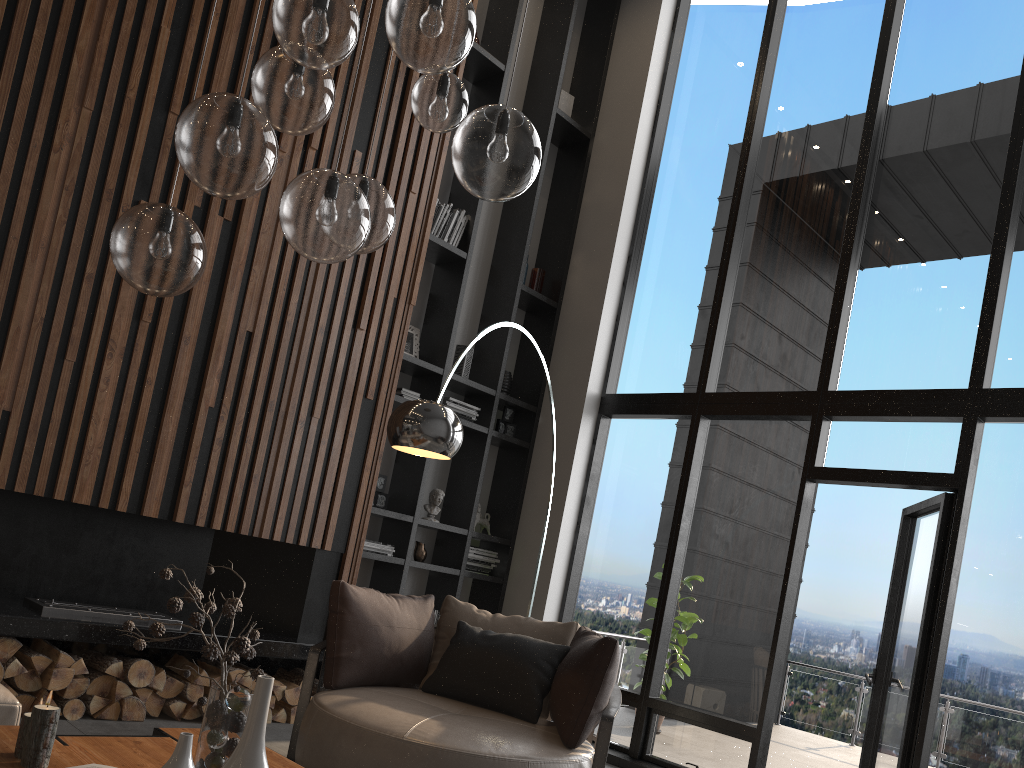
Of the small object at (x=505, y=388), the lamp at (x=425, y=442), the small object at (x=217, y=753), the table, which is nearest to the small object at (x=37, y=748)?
the table

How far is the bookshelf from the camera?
6.05m

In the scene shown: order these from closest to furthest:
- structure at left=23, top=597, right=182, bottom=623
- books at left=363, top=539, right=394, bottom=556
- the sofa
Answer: the sofa
structure at left=23, top=597, right=182, bottom=623
books at left=363, top=539, right=394, bottom=556

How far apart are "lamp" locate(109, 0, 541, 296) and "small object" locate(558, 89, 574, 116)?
4.6m

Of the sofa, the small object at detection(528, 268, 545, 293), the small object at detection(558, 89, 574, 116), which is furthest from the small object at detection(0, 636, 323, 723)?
the small object at detection(558, 89, 574, 116)

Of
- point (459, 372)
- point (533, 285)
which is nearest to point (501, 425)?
point (459, 372)

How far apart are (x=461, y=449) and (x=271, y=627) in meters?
2.0

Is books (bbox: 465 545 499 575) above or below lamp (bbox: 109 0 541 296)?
below

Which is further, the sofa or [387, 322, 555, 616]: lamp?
[387, 322, 555, 616]: lamp

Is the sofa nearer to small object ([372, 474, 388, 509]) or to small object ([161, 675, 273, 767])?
small object ([161, 675, 273, 767])
